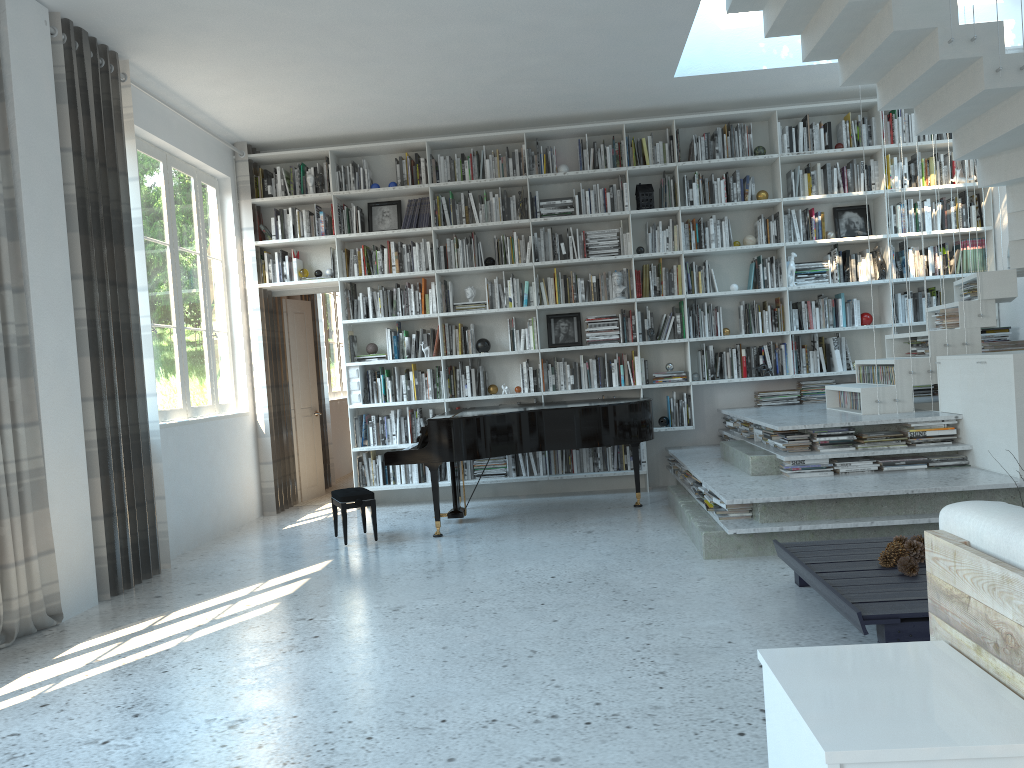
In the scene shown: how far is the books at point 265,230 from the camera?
7.8m

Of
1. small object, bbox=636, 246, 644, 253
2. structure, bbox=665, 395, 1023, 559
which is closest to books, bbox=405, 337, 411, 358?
small object, bbox=636, 246, 644, 253

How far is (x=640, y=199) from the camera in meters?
7.5

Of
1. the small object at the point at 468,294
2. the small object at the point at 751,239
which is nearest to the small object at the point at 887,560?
the small object at the point at 751,239

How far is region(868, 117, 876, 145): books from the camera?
7.43m

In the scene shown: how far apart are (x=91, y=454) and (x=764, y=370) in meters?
5.1

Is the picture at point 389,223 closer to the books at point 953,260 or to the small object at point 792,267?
the small object at point 792,267

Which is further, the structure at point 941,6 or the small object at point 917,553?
the structure at point 941,6

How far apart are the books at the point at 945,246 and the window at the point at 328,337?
6.7m

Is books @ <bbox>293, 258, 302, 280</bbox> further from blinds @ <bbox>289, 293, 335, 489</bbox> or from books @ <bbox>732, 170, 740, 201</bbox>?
books @ <bbox>732, 170, 740, 201</bbox>
